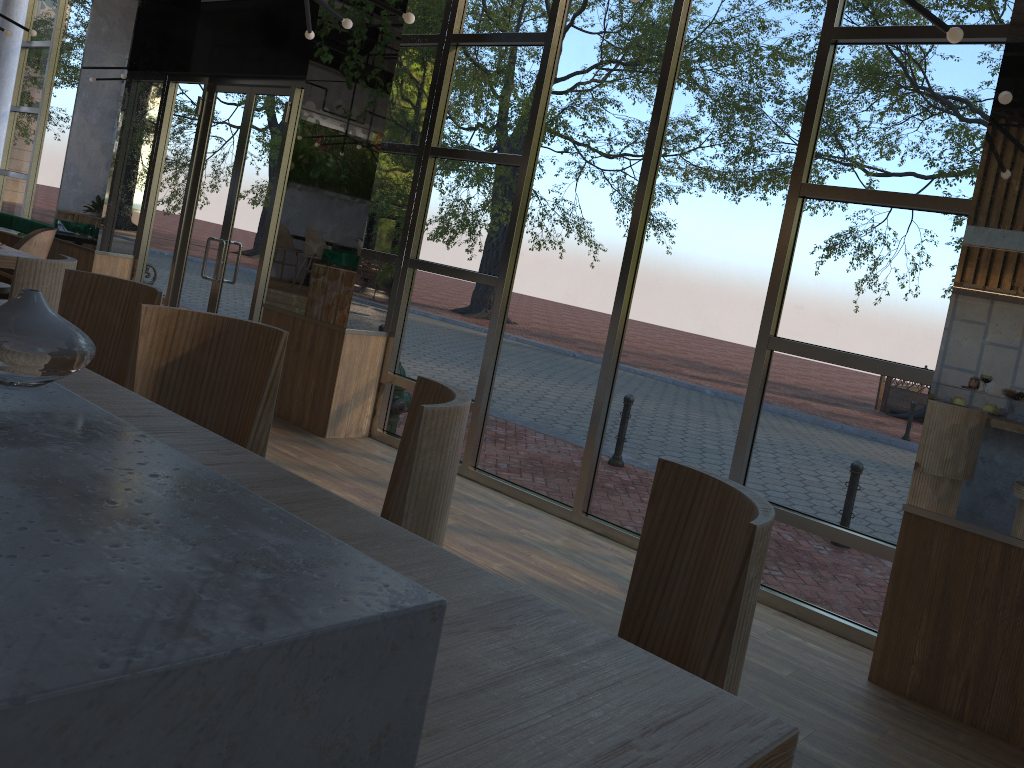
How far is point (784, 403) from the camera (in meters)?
4.66

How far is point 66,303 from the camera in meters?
3.2 m

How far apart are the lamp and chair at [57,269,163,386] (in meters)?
2.20

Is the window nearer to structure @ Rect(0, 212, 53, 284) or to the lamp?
structure @ Rect(0, 212, 53, 284)

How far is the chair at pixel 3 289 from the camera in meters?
5.4

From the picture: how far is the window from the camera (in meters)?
4.33

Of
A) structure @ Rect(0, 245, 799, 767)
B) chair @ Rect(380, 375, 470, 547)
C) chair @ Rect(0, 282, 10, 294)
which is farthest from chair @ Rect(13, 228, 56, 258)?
chair @ Rect(380, 375, 470, 547)

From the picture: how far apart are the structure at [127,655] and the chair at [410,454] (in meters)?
0.45

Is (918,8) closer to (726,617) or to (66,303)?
(726,617)

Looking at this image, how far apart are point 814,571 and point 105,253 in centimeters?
748cm
